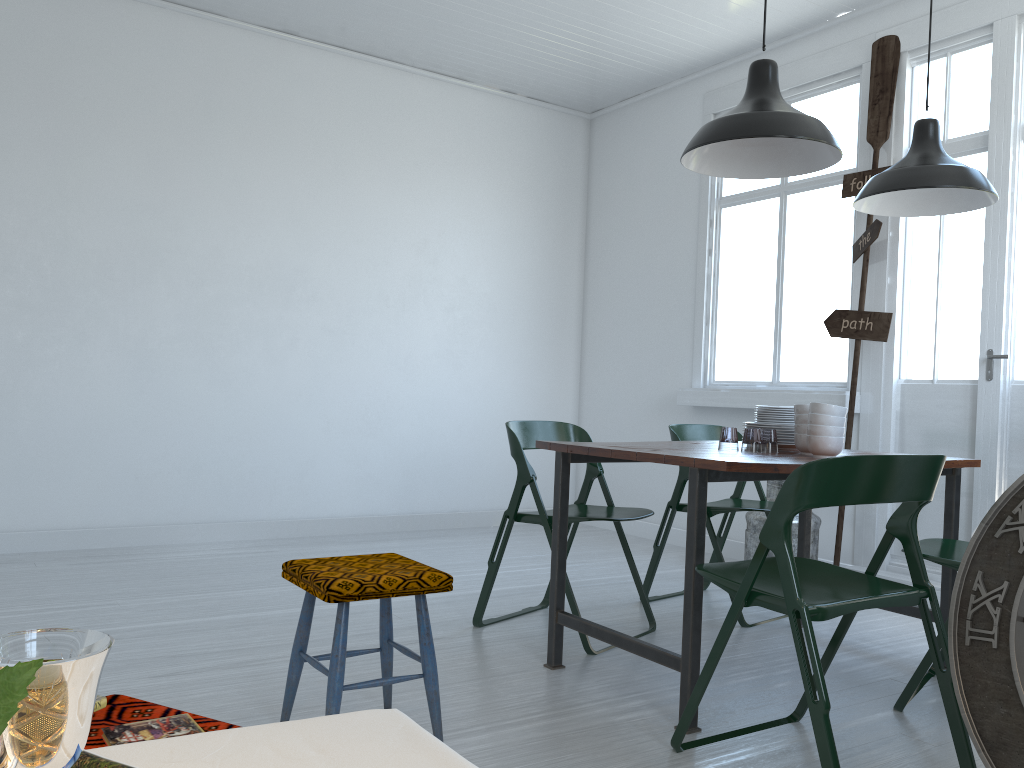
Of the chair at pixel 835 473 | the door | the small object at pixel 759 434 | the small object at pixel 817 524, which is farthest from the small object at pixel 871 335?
the chair at pixel 835 473

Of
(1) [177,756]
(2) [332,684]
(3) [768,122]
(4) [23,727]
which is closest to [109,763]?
(1) [177,756]

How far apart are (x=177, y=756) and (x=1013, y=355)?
5.05m

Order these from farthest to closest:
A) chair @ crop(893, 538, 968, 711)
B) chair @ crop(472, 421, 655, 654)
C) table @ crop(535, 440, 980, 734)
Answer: chair @ crop(472, 421, 655, 654)
chair @ crop(893, 538, 968, 711)
table @ crop(535, 440, 980, 734)

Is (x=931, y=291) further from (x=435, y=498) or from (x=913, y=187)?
(x=435, y=498)

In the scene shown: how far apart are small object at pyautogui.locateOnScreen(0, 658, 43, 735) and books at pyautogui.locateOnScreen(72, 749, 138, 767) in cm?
61

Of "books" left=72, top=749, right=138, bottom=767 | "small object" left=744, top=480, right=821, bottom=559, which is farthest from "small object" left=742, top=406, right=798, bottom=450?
"books" left=72, top=749, right=138, bottom=767

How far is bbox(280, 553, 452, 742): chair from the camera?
2.6 meters

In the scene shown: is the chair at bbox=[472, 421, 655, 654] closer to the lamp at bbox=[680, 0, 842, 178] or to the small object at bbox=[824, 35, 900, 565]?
the lamp at bbox=[680, 0, 842, 178]

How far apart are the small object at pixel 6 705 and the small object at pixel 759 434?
5.76m
